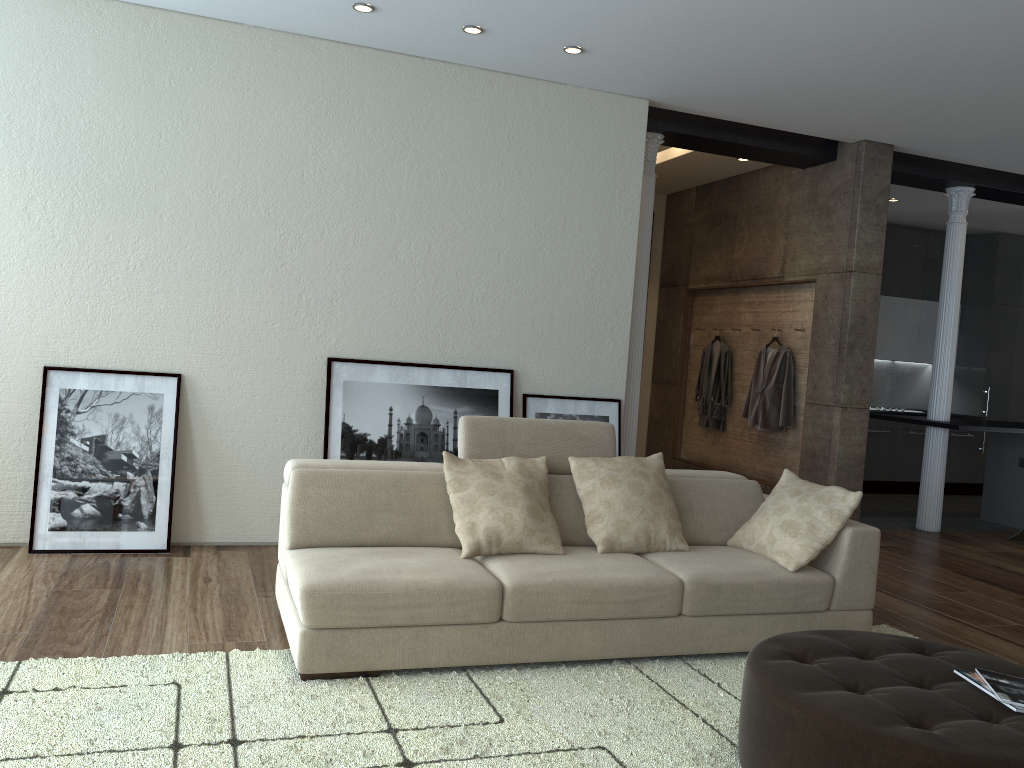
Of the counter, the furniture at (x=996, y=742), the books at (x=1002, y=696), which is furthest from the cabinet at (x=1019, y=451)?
the books at (x=1002, y=696)

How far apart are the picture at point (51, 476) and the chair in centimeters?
657cm

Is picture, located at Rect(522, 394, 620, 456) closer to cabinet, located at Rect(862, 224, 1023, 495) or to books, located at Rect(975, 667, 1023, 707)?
books, located at Rect(975, 667, 1023, 707)

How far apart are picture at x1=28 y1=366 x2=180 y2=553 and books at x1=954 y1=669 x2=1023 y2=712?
3.95m

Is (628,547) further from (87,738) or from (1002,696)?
(87,738)

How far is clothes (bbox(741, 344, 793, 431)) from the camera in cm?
721

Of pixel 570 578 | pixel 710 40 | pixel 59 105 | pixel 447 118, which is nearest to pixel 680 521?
pixel 570 578

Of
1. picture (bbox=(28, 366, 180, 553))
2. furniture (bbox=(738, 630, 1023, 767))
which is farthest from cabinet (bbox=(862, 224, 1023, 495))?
picture (bbox=(28, 366, 180, 553))

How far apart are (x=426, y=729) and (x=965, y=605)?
3.6 meters

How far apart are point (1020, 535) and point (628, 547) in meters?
5.0 m
